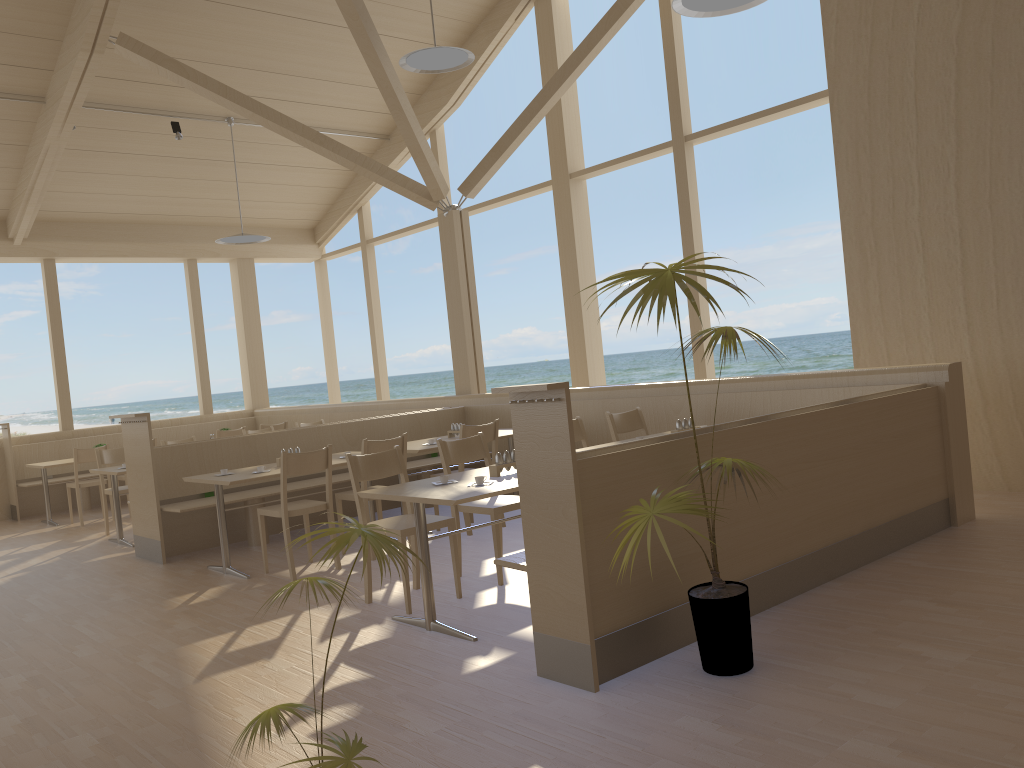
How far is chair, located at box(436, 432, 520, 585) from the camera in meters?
4.7 m

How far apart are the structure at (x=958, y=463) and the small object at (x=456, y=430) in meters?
0.8

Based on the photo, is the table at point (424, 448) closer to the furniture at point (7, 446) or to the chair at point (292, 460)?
the chair at point (292, 460)

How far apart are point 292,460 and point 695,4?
3.5 meters

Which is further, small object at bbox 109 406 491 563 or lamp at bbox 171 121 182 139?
lamp at bbox 171 121 182 139

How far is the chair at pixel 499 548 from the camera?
4.75m

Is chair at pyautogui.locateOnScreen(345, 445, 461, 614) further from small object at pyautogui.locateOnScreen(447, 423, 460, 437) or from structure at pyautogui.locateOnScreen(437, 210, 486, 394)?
structure at pyautogui.locateOnScreen(437, 210, 486, 394)

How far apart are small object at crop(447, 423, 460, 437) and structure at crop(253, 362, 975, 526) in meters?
0.8 m

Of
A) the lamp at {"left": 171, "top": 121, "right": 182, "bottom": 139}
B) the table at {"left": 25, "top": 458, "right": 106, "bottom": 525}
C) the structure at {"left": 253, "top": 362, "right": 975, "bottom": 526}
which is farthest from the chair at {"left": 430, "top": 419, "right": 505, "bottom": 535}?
the lamp at {"left": 171, "top": 121, "right": 182, "bottom": 139}

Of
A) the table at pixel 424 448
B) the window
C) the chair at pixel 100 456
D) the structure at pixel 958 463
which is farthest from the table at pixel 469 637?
the chair at pixel 100 456
